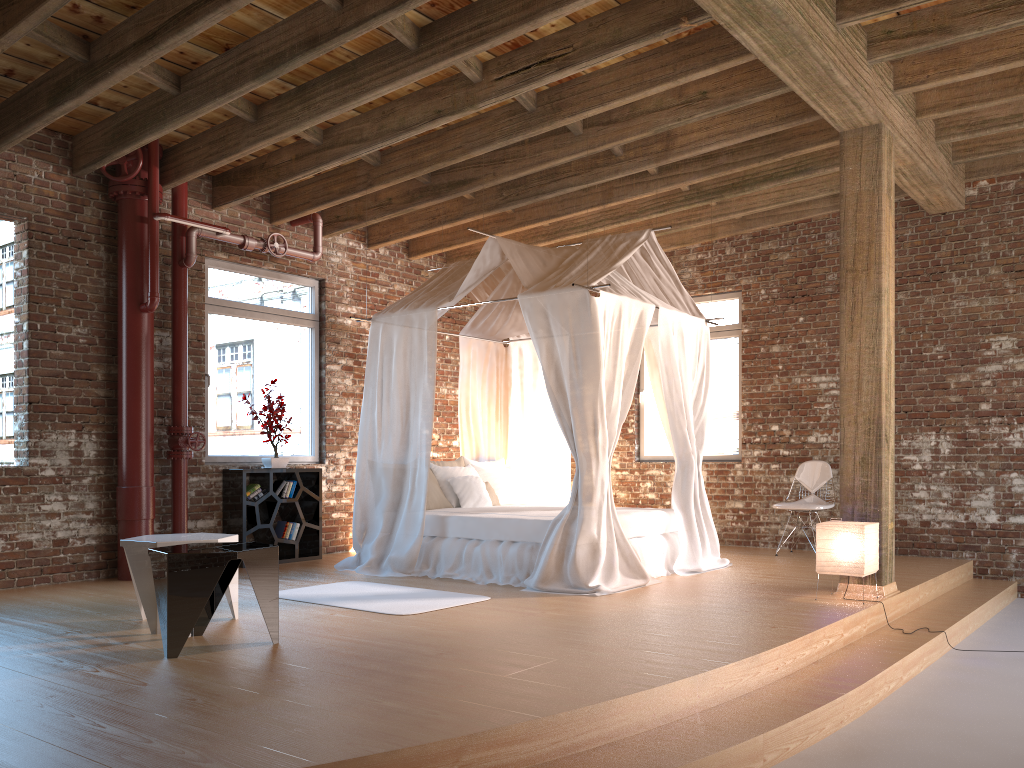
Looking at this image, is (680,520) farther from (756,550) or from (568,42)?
(568,42)

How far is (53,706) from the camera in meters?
3.3

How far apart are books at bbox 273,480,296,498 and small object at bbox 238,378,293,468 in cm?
16

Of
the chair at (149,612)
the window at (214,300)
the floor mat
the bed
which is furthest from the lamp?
the window at (214,300)

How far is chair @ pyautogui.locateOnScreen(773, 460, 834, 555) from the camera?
8.0m

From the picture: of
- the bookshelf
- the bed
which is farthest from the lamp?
the bookshelf

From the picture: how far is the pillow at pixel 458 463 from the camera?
8.2 meters

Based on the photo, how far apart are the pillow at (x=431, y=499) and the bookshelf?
1.27m

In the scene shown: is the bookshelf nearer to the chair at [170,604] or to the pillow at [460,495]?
the pillow at [460,495]

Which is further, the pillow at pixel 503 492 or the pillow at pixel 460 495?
the pillow at pixel 503 492
